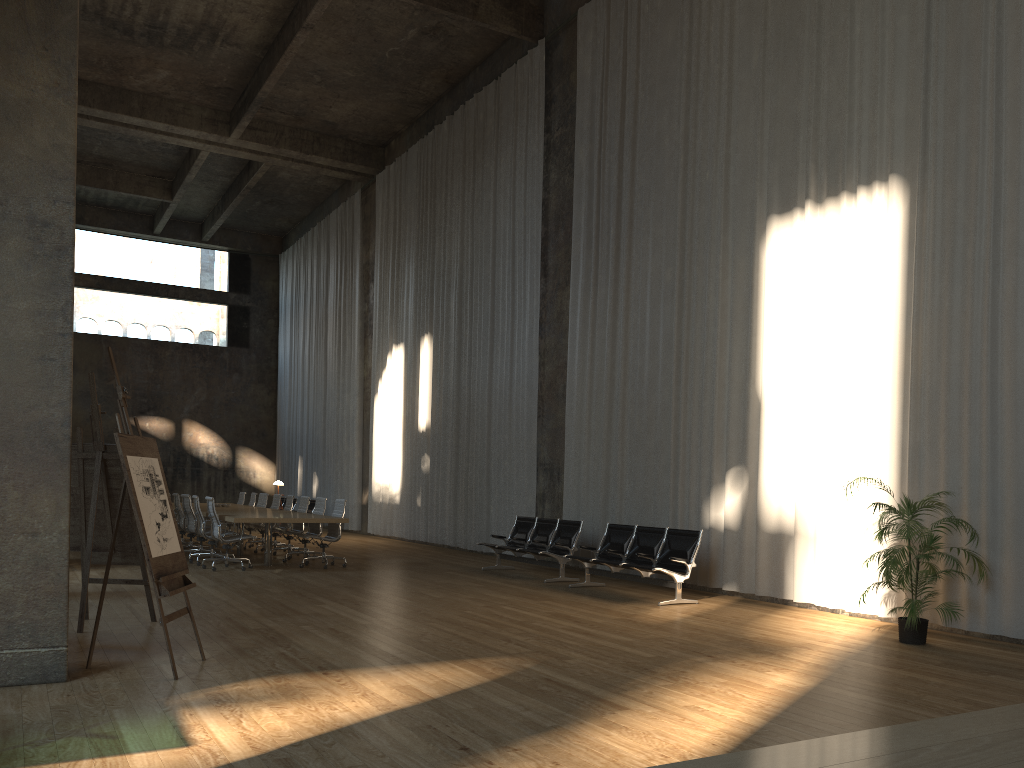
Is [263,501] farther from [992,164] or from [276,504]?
[992,164]

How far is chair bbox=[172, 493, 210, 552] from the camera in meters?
14.4 m

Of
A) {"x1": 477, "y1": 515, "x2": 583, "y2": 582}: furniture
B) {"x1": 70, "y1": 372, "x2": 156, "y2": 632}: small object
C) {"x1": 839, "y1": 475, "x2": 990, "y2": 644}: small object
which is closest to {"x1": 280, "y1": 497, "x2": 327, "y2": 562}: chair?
{"x1": 477, "y1": 515, "x2": 583, "y2": 582}: furniture

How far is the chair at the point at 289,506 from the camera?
15.4 meters

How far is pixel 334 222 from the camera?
24.6 meters

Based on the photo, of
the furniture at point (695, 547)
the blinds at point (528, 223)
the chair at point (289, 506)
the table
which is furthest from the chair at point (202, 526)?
the furniture at point (695, 547)

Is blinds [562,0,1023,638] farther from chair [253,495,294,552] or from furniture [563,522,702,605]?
chair [253,495,294,552]

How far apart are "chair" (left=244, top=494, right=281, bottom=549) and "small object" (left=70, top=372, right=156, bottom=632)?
8.6m

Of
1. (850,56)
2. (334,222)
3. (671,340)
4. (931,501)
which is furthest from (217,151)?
(931,501)

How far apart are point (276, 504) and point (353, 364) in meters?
7.0
